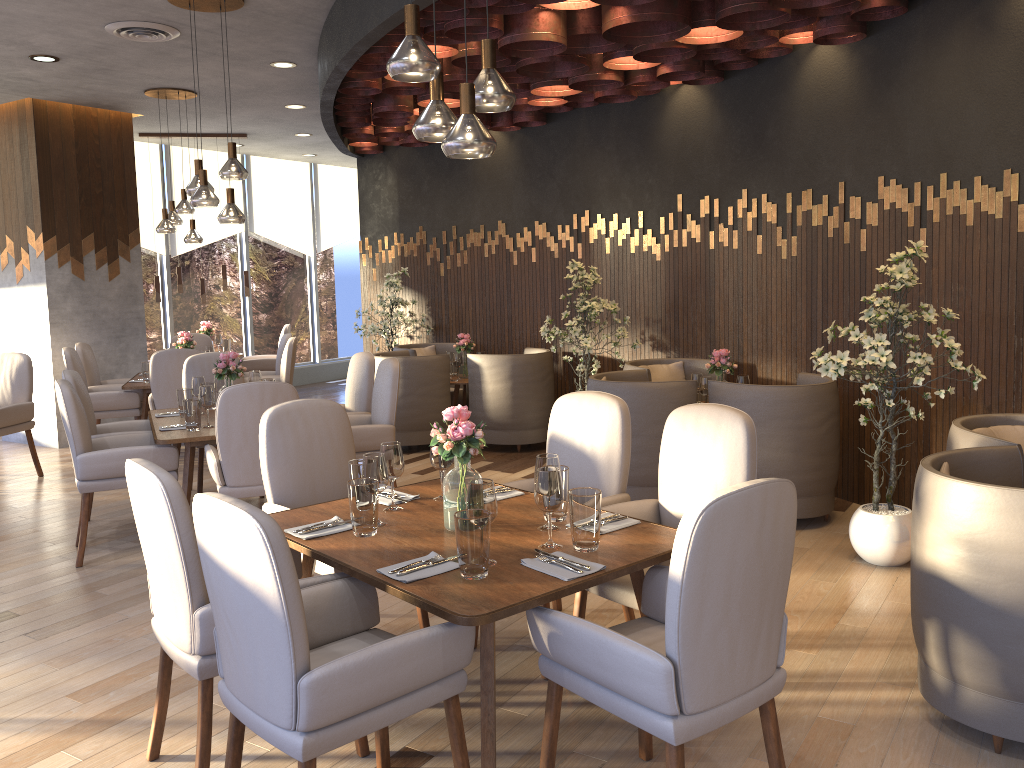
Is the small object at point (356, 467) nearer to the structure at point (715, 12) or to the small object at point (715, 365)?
the structure at point (715, 12)

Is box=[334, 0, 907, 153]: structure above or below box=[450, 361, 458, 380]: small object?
above

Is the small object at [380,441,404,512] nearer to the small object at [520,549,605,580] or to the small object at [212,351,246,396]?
the small object at [520,549,605,580]

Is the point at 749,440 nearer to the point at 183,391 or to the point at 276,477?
the point at 276,477

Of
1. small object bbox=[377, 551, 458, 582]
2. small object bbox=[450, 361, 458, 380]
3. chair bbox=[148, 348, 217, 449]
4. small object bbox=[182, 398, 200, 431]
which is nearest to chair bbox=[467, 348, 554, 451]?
small object bbox=[450, 361, 458, 380]

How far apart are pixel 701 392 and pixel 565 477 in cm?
285

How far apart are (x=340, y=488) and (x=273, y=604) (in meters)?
1.78

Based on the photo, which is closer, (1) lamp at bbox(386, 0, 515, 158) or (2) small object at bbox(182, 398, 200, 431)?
(1) lamp at bbox(386, 0, 515, 158)

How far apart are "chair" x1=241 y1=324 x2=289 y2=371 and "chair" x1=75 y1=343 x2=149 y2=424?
1.9m

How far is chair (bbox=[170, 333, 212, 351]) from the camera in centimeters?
903cm
